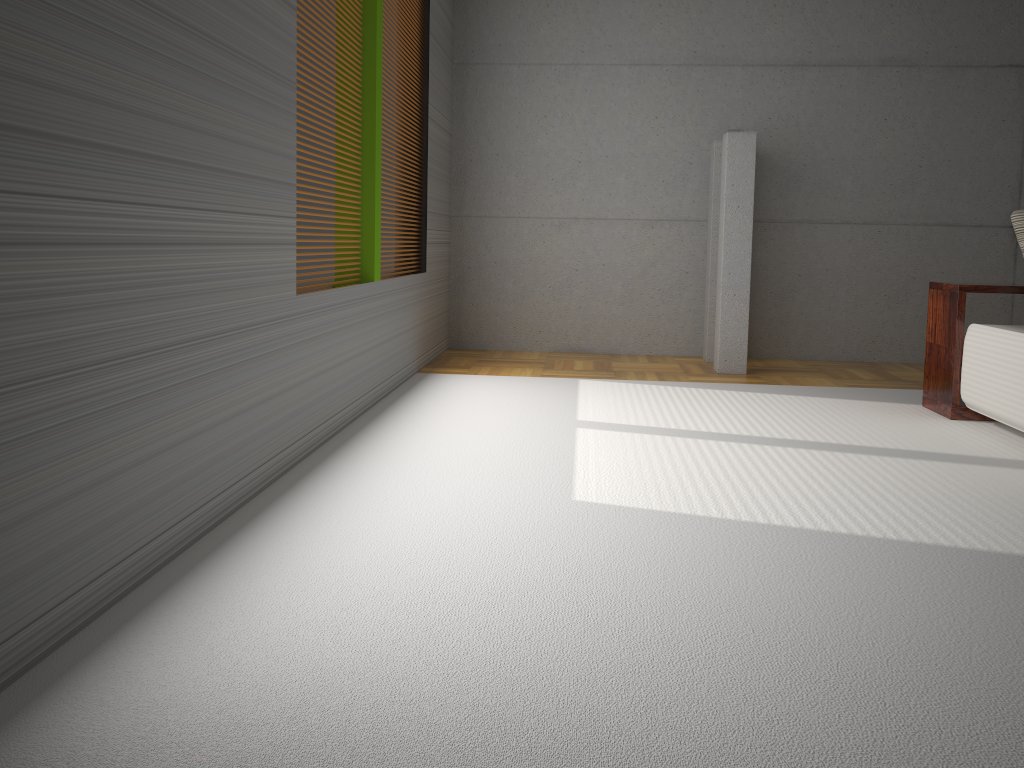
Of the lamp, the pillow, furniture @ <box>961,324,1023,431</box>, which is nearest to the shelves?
furniture @ <box>961,324,1023,431</box>

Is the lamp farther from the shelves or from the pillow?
the pillow

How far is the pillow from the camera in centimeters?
455cm

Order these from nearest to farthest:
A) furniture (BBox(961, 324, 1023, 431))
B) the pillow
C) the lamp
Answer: furniture (BBox(961, 324, 1023, 431))
the pillow
the lamp

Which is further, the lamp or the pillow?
the lamp

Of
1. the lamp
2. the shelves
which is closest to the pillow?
the shelves

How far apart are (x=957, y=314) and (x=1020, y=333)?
0.6m

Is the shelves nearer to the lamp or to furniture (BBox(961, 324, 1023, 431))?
furniture (BBox(961, 324, 1023, 431))

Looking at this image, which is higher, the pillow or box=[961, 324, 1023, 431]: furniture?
the pillow

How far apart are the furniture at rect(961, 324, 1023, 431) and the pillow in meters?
0.5 m
